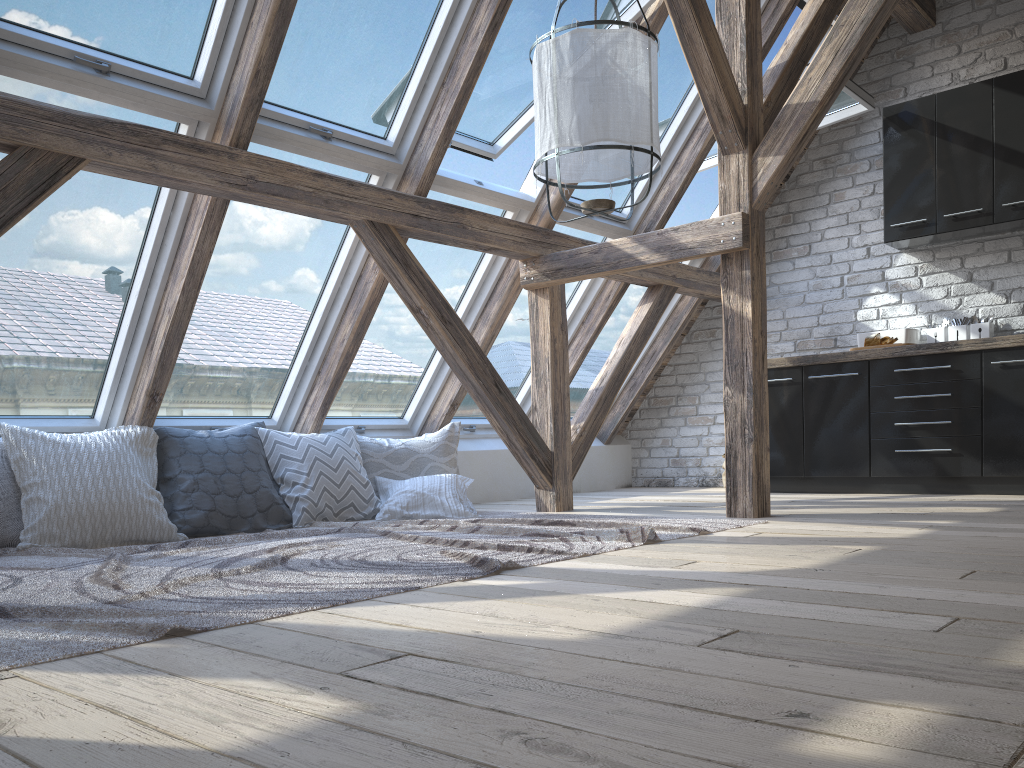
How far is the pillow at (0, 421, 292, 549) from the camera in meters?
3.4 m

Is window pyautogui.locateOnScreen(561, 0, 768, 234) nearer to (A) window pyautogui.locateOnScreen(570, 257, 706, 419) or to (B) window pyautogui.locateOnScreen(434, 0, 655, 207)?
(B) window pyautogui.locateOnScreen(434, 0, 655, 207)

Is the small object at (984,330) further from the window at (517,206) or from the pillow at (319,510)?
the pillow at (319,510)

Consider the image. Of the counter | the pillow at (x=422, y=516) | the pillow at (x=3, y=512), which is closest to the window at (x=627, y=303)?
the counter

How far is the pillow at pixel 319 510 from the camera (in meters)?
4.20

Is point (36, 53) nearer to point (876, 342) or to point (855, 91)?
point (855, 91)

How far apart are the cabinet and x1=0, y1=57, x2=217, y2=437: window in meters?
3.7 m

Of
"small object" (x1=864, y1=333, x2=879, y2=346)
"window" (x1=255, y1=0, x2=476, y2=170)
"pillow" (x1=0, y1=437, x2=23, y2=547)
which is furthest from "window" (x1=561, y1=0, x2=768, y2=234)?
"pillow" (x1=0, y1=437, x2=23, y2=547)

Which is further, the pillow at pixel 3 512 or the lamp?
the pillow at pixel 3 512

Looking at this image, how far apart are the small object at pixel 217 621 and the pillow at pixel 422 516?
0.1 meters
